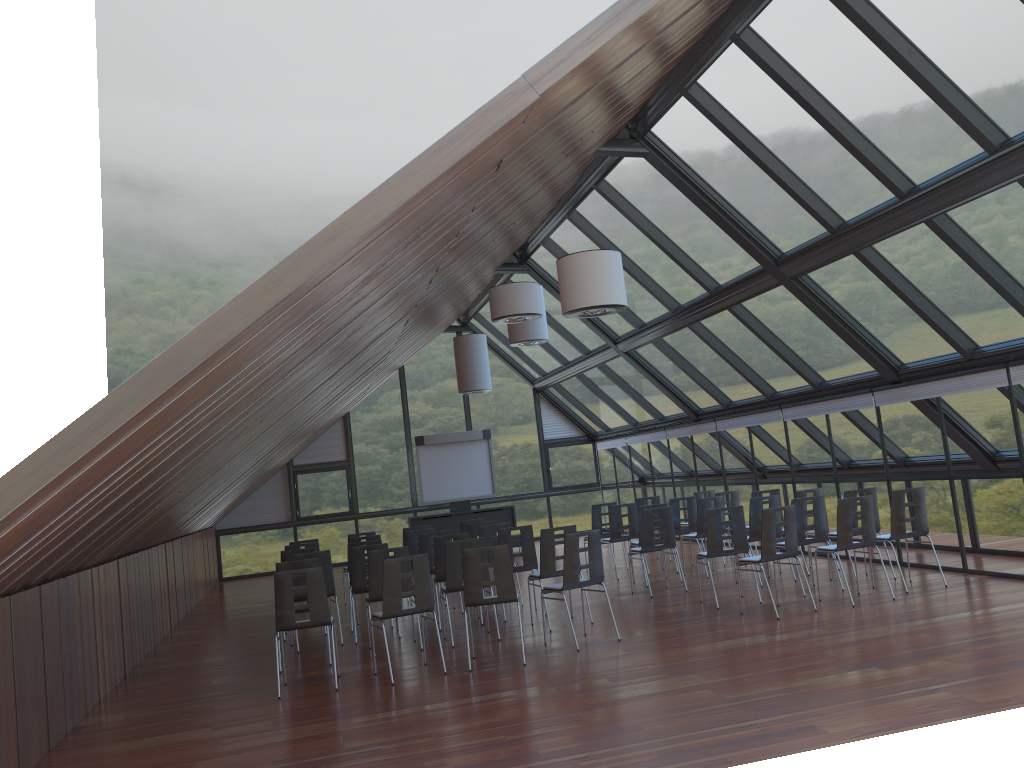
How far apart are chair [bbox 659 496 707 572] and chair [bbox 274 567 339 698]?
7.16m

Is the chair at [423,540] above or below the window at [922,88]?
below

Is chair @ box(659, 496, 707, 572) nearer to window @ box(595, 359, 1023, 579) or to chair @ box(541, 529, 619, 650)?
window @ box(595, 359, 1023, 579)

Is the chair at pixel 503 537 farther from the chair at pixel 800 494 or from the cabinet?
the cabinet

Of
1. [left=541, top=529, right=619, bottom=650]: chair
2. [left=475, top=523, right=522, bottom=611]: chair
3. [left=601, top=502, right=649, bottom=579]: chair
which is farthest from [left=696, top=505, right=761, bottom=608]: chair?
[left=601, top=502, right=649, bottom=579]: chair

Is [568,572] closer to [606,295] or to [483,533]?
[606,295]

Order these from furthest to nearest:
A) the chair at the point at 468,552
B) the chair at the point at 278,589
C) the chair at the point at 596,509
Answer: the chair at the point at 596,509
the chair at the point at 468,552
the chair at the point at 278,589

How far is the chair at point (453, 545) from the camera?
10.28m

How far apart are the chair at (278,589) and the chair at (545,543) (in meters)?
2.76

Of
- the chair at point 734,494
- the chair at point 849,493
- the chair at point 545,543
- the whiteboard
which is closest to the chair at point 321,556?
the chair at point 545,543
